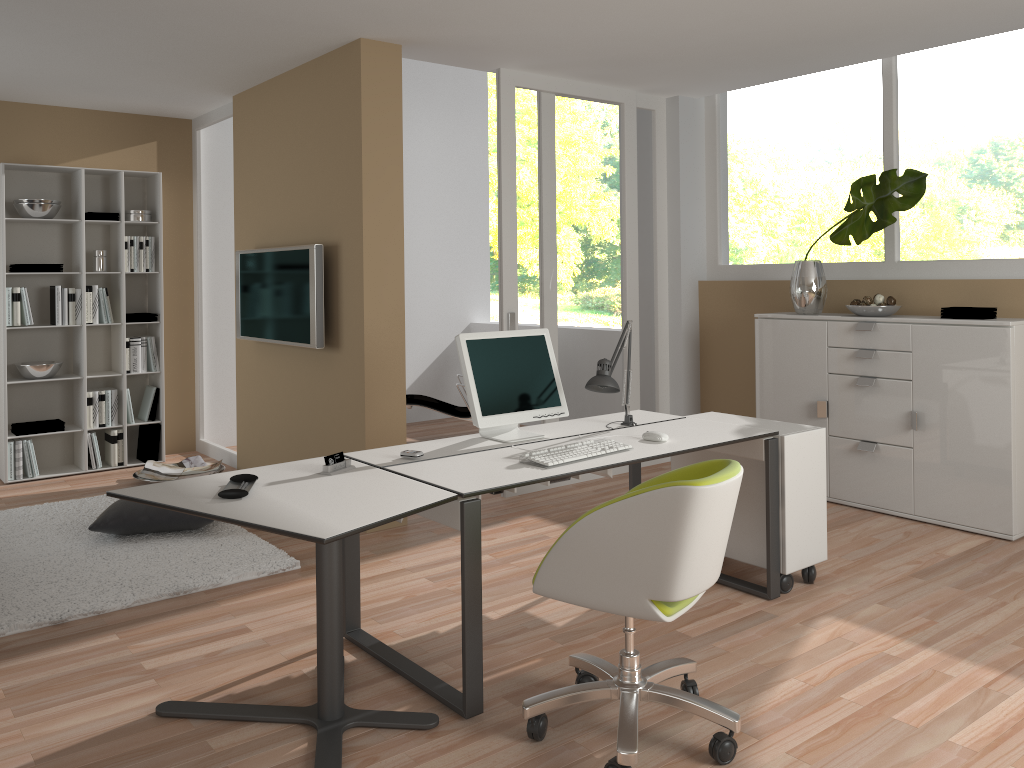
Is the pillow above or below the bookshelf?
below

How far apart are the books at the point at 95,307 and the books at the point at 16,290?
0.5m

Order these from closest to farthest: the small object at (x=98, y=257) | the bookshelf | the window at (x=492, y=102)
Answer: the bookshelf
the small object at (x=98, y=257)
the window at (x=492, y=102)

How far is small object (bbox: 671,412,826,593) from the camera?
3.7m

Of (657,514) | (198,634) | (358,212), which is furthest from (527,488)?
(657,514)

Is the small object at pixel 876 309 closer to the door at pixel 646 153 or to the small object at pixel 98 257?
the door at pixel 646 153

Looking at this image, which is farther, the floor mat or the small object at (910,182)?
the small object at (910,182)

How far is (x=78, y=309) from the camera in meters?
6.2 m

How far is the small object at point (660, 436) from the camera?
3.49m

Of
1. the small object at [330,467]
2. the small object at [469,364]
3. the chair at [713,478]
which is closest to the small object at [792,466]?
the small object at [469,364]
